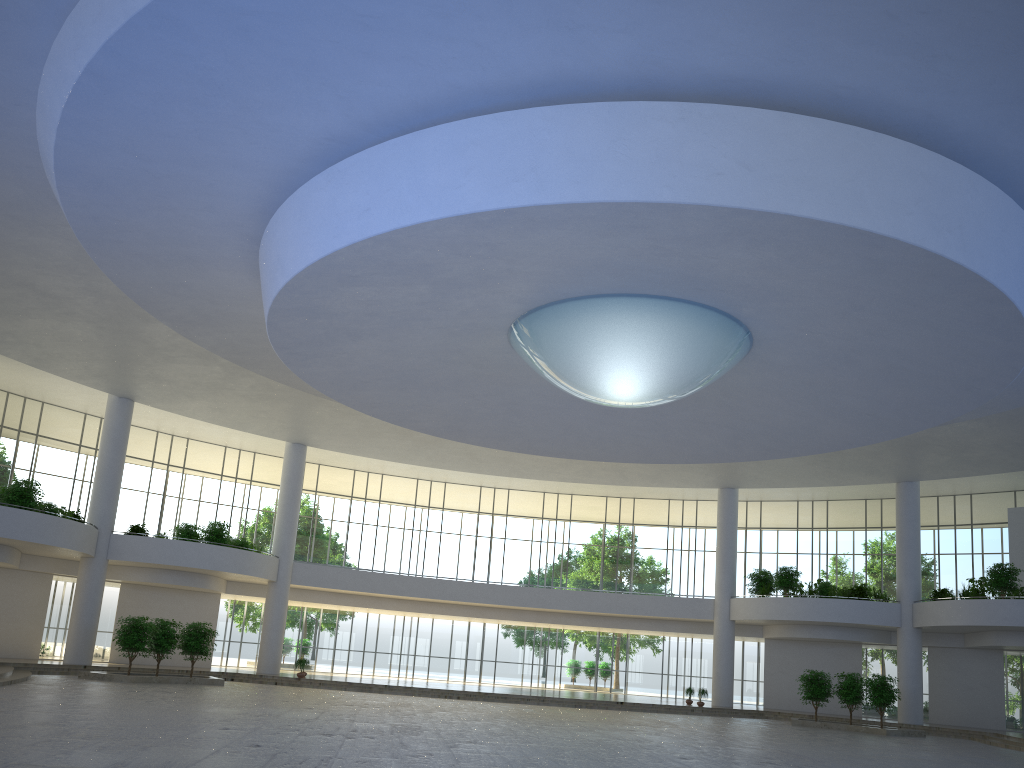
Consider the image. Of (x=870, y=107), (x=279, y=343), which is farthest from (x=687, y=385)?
(x=279, y=343)
